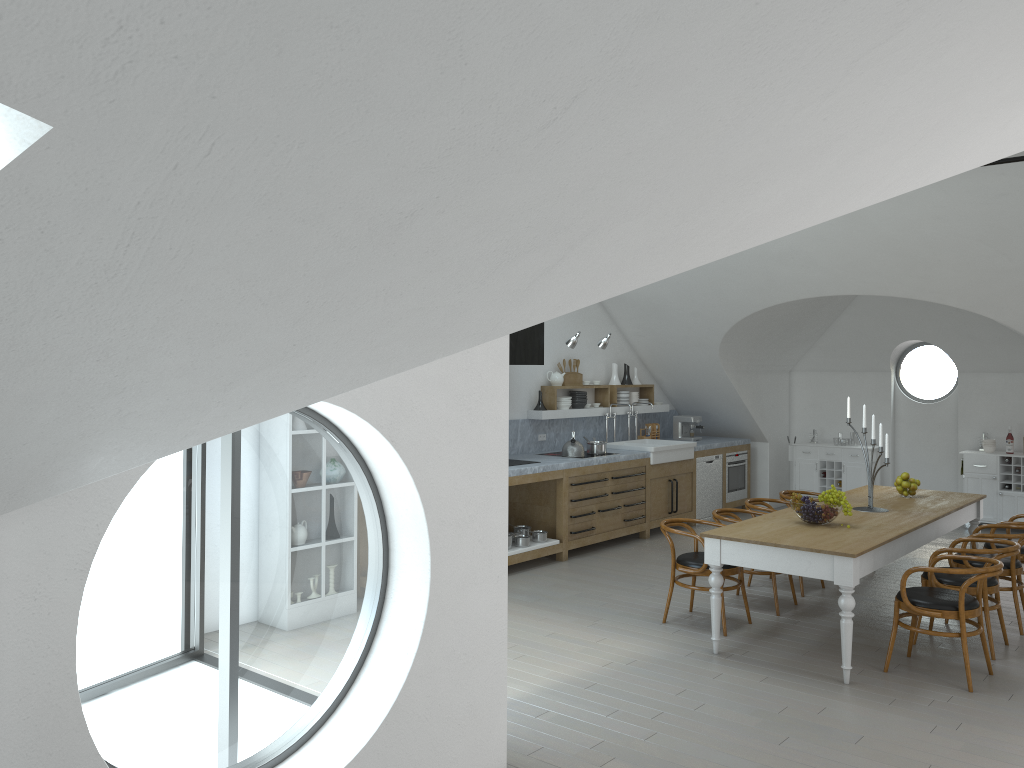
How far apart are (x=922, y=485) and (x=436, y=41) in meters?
11.6 m

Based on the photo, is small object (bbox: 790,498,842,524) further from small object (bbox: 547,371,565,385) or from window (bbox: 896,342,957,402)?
window (bbox: 896,342,957,402)

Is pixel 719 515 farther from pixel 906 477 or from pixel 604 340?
pixel 604 340

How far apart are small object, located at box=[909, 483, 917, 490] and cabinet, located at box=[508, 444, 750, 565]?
2.93m

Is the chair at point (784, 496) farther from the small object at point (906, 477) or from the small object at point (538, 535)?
the small object at point (538, 535)

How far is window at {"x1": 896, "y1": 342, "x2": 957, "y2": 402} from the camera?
43.16m

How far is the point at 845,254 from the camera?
8.50m

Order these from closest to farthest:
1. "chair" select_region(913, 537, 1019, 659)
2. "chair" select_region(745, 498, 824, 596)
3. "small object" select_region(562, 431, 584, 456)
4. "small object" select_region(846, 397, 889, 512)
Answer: "chair" select_region(913, 537, 1019, 659), "small object" select_region(846, 397, 889, 512), "chair" select_region(745, 498, 824, 596), "small object" select_region(562, 431, 584, 456)

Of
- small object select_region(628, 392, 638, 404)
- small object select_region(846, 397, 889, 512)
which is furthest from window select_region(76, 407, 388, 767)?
small object select_region(846, 397, 889, 512)

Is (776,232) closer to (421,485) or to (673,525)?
(421,485)
